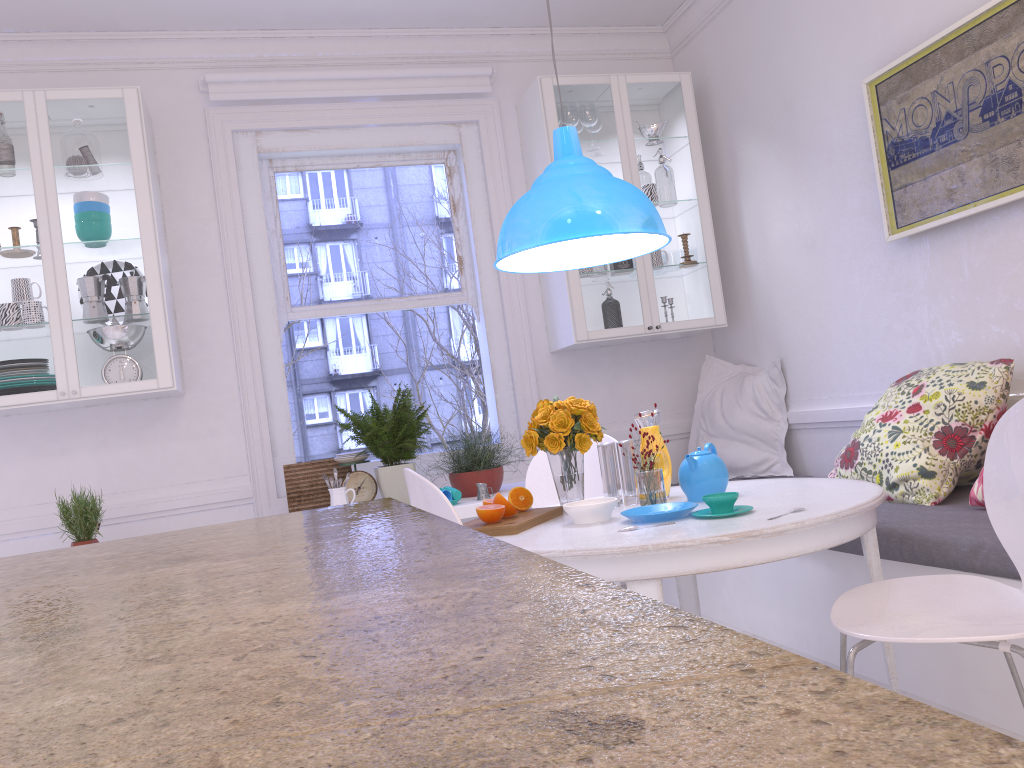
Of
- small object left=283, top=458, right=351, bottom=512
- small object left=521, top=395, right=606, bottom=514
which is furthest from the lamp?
small object left=283, top=458, right=351, bottom=512

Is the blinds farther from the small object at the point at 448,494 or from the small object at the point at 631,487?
the small object at the point at 631,487

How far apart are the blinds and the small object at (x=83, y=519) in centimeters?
194cm

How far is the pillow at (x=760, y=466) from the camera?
4.2 meters

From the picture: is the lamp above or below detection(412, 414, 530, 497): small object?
above

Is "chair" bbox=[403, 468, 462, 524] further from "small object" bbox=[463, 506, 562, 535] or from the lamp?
the lamp

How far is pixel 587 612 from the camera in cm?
39

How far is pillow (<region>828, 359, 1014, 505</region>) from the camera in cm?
277

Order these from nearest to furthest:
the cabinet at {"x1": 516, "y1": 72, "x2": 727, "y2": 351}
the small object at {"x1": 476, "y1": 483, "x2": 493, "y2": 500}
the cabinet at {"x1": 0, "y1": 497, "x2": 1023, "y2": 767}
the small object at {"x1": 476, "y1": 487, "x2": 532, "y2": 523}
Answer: the cabinet at {"x1": 0, "y1": 497, "x2": 1023, "y2": 767} < the small object at {"x1": 476, "y1": 487, "x2": 532, "y2": 523} < the small object at {"x1": 476, "y1": 483, "x2": 493, "y2": 500} < the cabinet at {"x1": 516, "y1": 72, "x2": 727, "y2": 351}

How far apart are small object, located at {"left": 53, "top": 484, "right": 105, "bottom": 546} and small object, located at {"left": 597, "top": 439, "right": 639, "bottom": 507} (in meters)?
2.14
